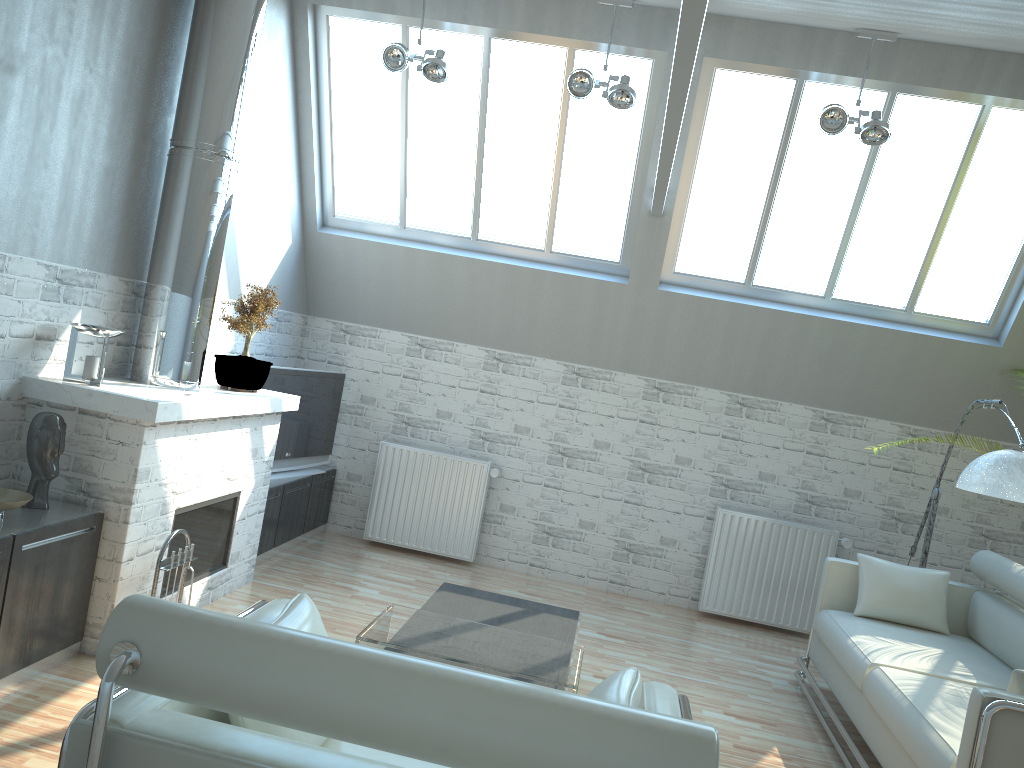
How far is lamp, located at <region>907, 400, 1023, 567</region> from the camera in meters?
8.5 m

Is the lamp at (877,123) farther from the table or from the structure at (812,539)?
the table

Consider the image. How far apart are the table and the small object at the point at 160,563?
2.0 meters

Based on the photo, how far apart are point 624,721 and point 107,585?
6.0m

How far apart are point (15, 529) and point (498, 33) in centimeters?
810cm

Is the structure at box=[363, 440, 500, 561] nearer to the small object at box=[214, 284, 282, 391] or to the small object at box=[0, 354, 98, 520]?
the small object at box=[214, 284, 282, 391]

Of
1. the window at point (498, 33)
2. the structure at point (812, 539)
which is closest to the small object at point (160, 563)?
the window at point (498, 33)

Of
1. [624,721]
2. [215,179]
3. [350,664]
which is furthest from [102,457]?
[624,721]

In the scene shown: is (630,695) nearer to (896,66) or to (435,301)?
(896,66)

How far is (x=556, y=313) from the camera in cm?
1308
